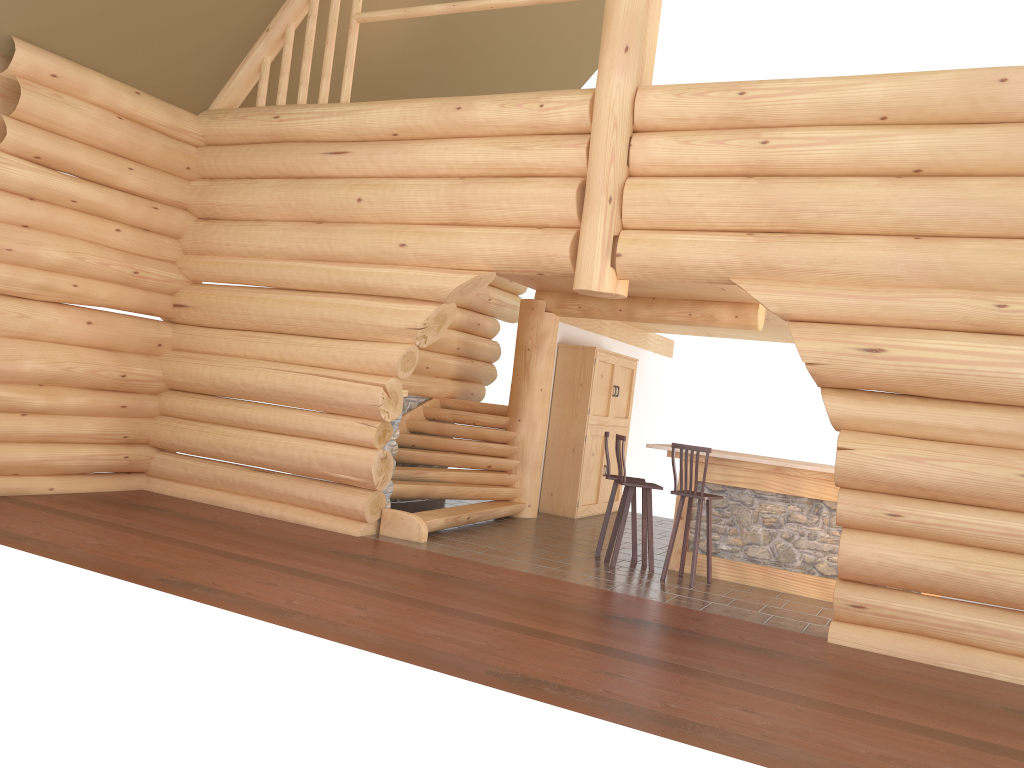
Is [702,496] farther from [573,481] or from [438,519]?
[573,481]

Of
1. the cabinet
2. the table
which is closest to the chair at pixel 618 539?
the table

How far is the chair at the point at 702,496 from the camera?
8.35m

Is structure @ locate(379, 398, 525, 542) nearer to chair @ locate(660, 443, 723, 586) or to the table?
the table

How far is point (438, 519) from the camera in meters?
9.4

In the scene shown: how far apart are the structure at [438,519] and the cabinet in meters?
0.8 m

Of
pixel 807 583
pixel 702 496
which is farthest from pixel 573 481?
pixel 807 583

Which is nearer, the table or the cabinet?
the table

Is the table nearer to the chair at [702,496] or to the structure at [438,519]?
the chair at [702,496]

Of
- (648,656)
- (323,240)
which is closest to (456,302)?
(323,240)
